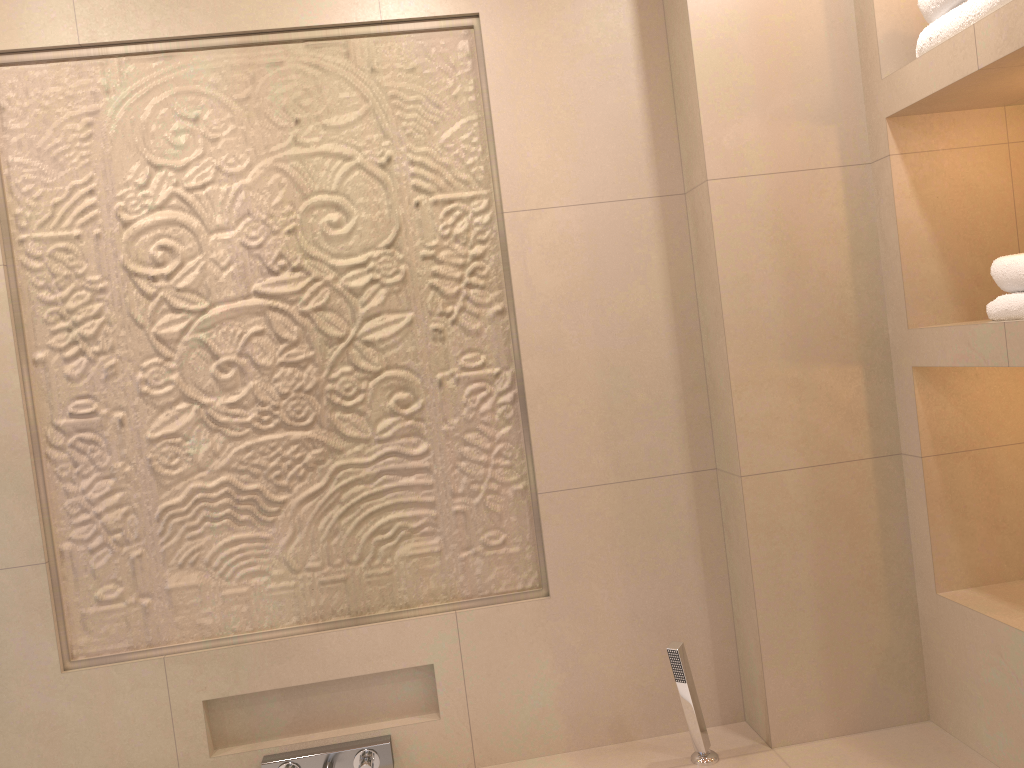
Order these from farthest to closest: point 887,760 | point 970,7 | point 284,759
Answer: point 284,759
point 887,760
point 970,7

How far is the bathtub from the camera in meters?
1.8 m

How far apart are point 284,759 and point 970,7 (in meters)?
2.01

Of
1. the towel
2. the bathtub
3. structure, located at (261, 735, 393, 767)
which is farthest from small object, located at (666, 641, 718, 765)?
the towel

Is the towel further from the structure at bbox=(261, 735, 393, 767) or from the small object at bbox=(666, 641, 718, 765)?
the structure at bbox=(261, 735, 393, 767)

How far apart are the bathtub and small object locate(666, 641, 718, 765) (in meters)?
0.01

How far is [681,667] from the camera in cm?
185

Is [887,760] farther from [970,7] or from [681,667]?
[970,7]

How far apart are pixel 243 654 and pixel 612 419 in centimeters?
97cm

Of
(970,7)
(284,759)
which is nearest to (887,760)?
(284,759)
